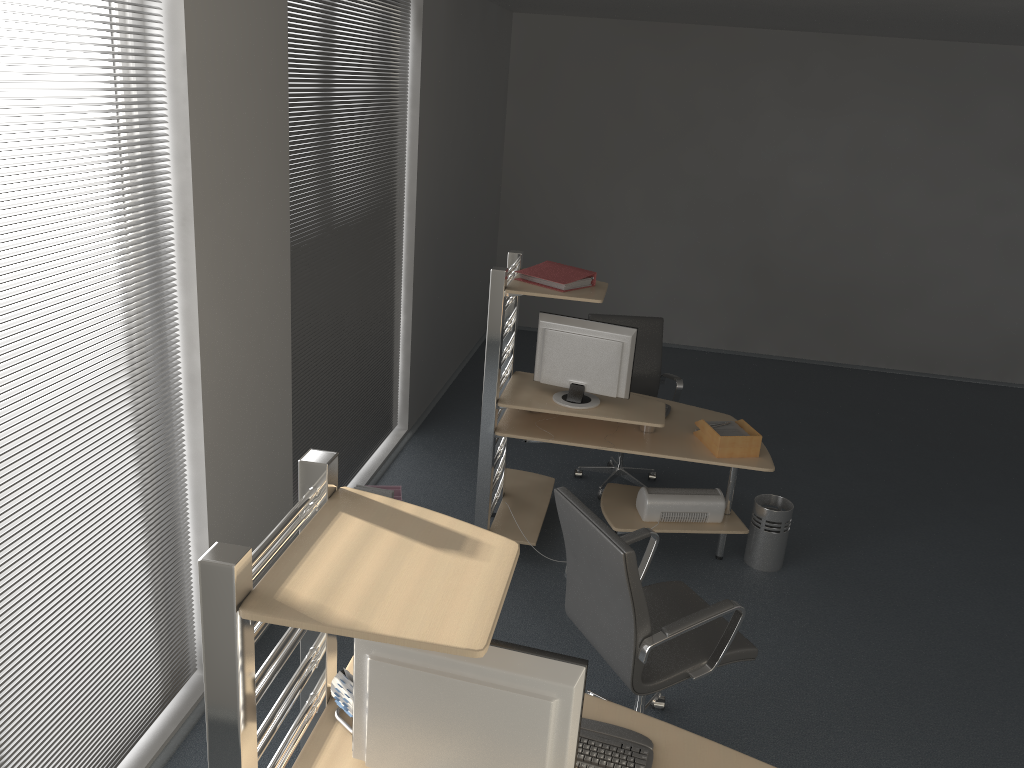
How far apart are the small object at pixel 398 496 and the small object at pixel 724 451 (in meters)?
1.67

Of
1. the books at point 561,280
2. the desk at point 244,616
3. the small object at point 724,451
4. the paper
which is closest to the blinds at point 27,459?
the desk at point 244,616

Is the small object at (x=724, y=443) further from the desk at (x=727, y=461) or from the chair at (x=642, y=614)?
the chair at (x=642, y=614)

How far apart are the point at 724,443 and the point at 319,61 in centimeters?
264cm

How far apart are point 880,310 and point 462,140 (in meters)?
4.38

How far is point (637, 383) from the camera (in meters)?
5.70

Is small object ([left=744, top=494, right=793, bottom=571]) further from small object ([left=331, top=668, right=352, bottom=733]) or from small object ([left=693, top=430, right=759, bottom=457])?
small object ([left=331, top=668, right=352, bottom=733])

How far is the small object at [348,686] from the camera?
2.2m

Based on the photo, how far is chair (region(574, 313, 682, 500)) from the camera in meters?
5.7 m

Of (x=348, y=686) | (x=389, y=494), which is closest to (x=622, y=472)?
(x=389, y=494)
